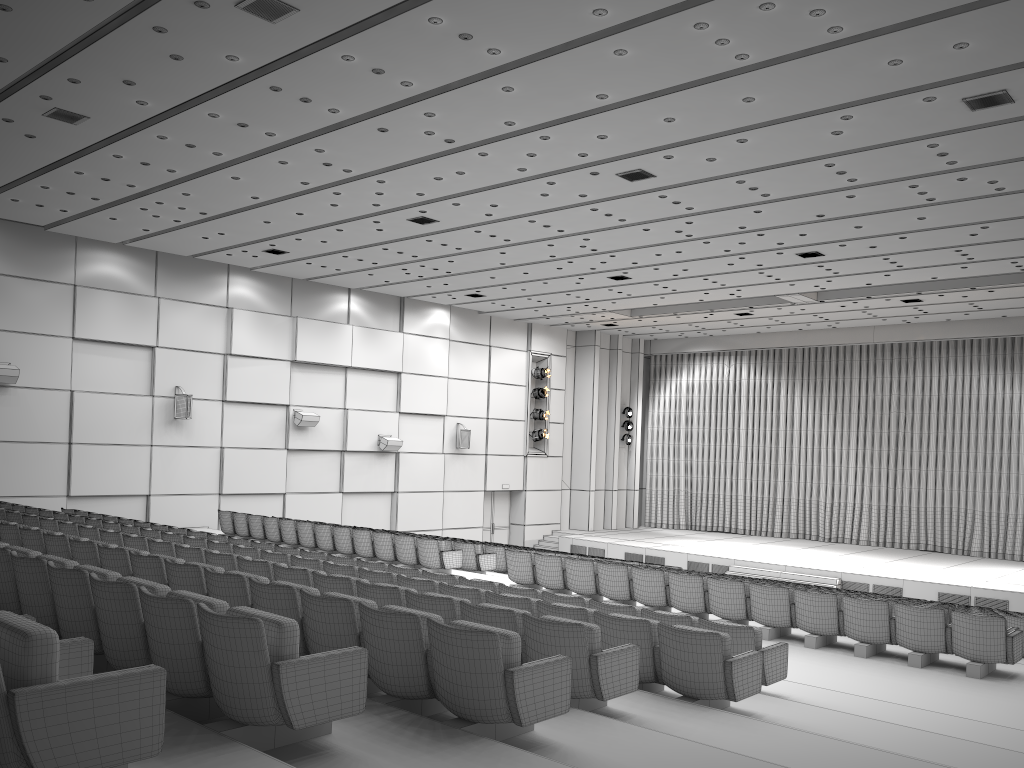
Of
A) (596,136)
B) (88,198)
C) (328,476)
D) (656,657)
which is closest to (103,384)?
(88,198)

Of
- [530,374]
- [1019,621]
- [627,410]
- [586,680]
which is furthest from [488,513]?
[586,680]

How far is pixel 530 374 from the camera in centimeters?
2780cm

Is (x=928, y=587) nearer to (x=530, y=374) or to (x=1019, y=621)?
(x=1019, y=621)

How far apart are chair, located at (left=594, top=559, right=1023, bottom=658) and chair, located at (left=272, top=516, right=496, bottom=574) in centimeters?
769cm

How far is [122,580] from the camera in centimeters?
460cm

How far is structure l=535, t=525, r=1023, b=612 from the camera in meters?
19.4 m

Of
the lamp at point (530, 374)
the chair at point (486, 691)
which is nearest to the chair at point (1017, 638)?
the chair at point (486, 691)

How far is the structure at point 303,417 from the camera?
21.6 meters

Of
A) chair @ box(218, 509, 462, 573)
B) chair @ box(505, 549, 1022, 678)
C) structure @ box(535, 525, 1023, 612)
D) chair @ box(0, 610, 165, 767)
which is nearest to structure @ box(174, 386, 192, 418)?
chair @ box(218, 509, 462, 573)
